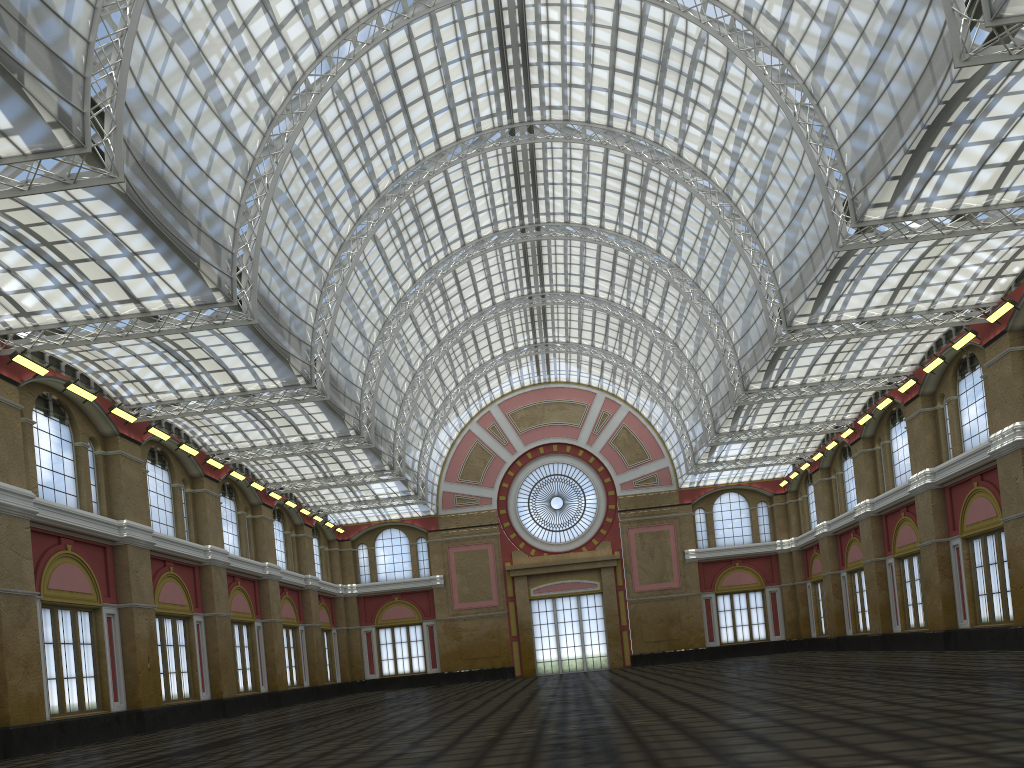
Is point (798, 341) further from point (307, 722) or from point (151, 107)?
point (151, 107)
